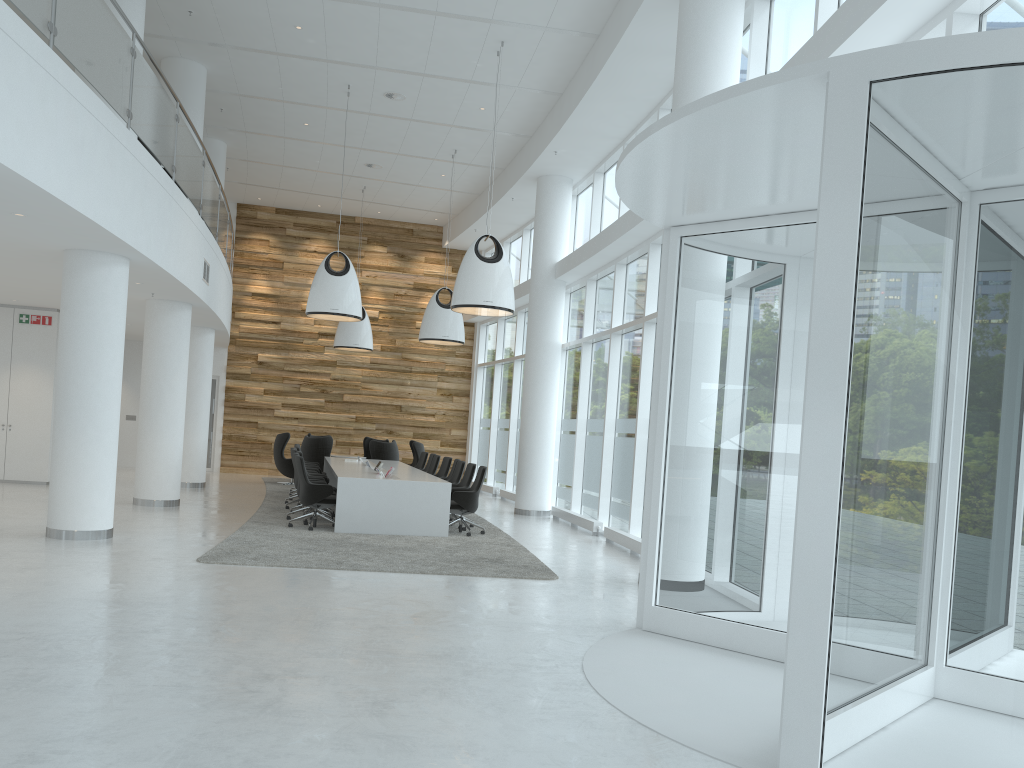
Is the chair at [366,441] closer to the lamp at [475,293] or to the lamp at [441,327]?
the lamp at [441,327]

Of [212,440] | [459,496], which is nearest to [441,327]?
[459,496]

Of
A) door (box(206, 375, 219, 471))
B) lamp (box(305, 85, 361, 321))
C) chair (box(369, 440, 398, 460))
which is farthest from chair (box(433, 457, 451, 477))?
door (box(206, 375, 219, 471))

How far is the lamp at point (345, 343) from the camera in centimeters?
1939cm

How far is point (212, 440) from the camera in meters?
22.1 m

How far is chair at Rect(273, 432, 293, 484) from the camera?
19.2 meters

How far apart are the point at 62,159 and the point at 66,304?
2.7 meters

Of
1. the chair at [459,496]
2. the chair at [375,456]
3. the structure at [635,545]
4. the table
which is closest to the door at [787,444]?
the structure at [635,545]

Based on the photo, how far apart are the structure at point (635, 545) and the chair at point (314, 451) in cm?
781

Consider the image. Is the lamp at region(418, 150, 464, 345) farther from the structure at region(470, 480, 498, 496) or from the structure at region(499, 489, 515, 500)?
the structure at region(470, 480, 498, 496)
